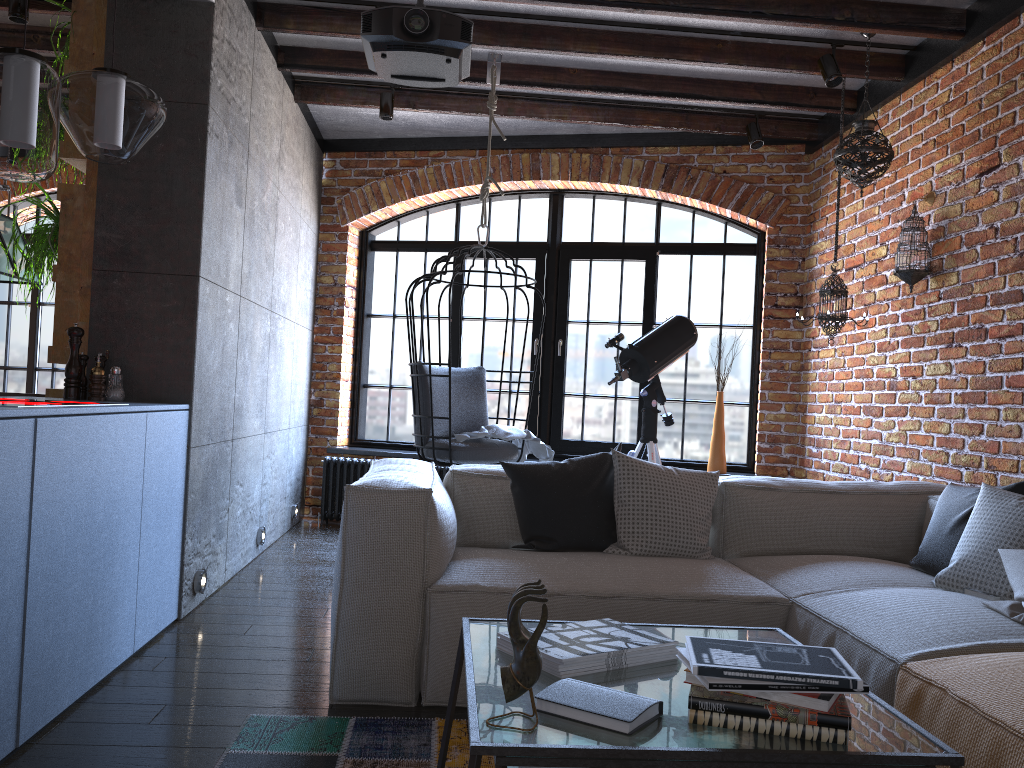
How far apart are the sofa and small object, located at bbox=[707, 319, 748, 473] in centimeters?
207cm

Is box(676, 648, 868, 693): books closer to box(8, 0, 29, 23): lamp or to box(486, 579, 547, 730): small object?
box(486, 579, 547, 730): small object

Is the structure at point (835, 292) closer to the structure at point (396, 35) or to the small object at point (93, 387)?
the structure at point (396, 35)

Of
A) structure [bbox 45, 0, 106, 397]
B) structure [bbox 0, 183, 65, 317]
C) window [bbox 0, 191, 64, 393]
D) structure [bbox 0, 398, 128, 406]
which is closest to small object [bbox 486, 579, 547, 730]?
structure [bbox 0, 398, 128, 406]

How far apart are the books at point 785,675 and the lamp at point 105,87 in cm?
245

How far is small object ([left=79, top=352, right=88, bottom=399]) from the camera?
3.33m

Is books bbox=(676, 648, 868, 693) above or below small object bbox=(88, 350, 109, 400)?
below

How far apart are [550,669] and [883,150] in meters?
3.3

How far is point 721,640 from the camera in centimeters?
161cm

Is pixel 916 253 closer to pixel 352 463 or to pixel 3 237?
pixel 352 463
